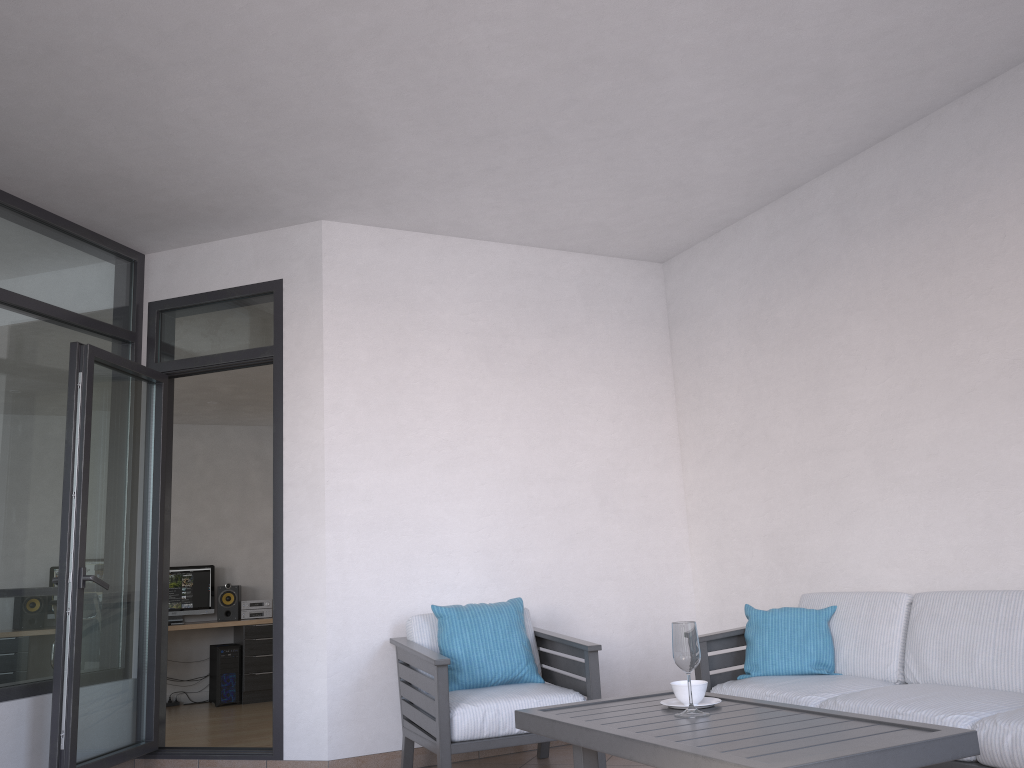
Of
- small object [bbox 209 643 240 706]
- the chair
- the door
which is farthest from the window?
small object [bbox 209 643 240 706]

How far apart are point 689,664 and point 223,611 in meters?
6.8

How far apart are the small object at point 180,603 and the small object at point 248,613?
0.3 meters

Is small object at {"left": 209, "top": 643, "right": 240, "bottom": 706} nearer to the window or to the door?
the door

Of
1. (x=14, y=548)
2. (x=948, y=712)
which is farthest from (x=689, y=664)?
(x=14, y=548)

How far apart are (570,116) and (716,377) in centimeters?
208cm

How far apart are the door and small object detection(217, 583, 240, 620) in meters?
3.8

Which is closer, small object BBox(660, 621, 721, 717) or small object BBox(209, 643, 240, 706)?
small object BBox(660, 621, 721, 717)

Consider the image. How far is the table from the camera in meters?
2.2 m

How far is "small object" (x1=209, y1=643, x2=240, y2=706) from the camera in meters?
8.1
